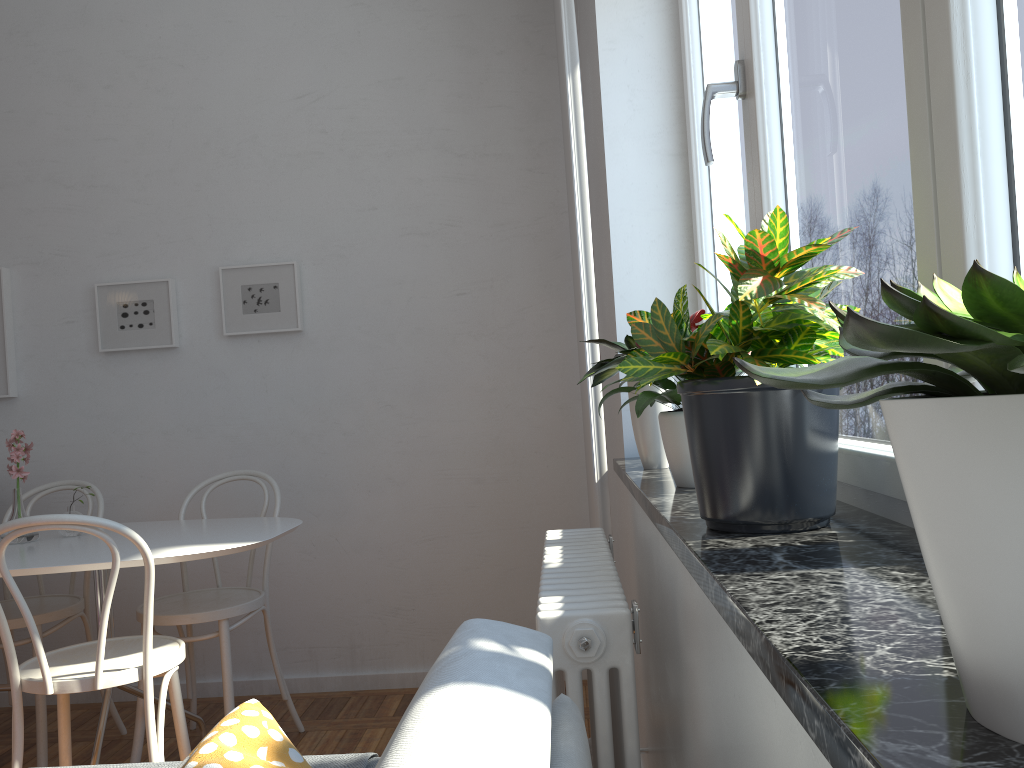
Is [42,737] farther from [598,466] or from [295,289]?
[598,466]

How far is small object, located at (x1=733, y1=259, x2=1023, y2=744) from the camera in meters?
0.4 m

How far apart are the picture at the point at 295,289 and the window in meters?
1.8

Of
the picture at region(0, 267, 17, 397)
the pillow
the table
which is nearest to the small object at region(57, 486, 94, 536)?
the table

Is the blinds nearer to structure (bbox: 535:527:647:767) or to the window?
structure (bbox: 535:527:647:767)

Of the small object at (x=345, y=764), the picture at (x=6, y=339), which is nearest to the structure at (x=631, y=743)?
the small object at (x=345, y=764)

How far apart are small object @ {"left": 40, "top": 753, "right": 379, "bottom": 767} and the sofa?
0.31m

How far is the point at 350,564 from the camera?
3.53m

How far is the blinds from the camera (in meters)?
2.29

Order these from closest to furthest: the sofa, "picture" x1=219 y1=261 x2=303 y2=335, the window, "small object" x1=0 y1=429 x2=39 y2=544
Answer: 1. the sofa
2. the window
3. "small object" x1=0 y1=429 x2=39 y2=544
4. "picture" x1=219 y1=261 x2=303 y2=335
